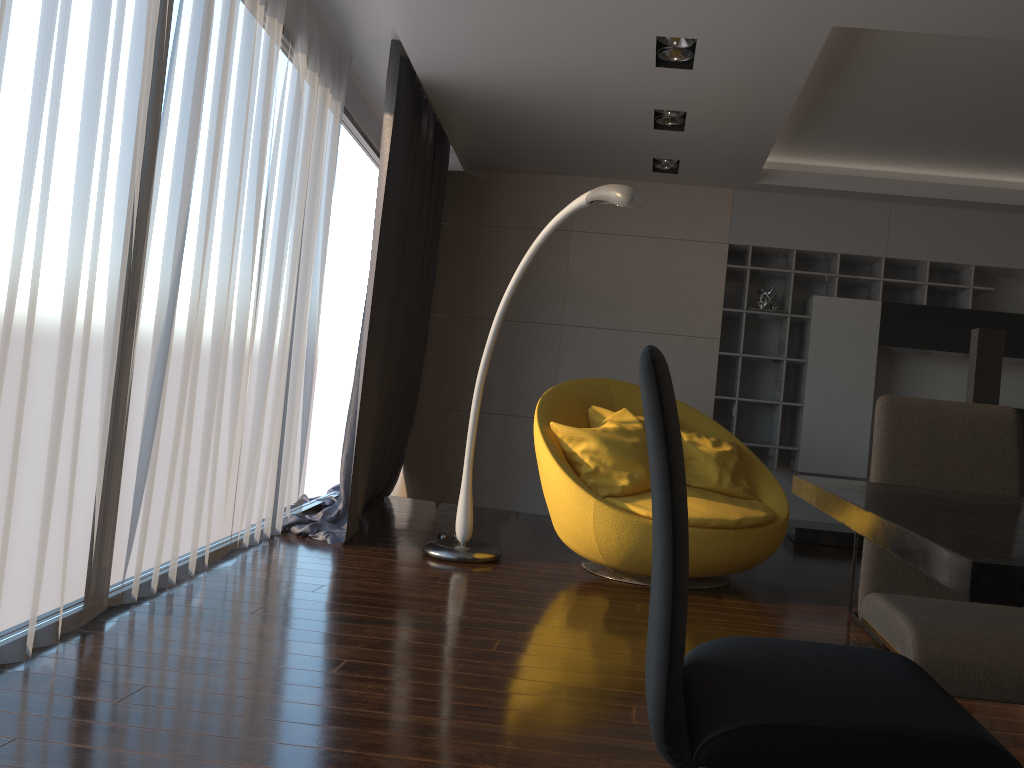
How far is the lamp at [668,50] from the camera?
4.03m

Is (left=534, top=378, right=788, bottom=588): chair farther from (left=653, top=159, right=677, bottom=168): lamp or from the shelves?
(left=653, top=159, right=677, bottom=168): lamp

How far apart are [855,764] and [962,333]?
5.67m

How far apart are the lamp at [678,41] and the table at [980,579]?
2.69m

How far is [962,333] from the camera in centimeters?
606cm

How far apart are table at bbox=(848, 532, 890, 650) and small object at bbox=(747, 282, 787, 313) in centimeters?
286cm

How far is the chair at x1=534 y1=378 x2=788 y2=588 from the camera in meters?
4.1

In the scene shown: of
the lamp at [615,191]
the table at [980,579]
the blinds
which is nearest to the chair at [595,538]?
the lamp at [615,191]

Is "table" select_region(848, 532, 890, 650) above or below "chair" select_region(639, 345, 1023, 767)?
below

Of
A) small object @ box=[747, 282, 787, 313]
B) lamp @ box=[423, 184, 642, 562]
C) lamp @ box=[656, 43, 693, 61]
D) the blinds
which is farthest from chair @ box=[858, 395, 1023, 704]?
small object @ box=[747, 282, 787, 313]
